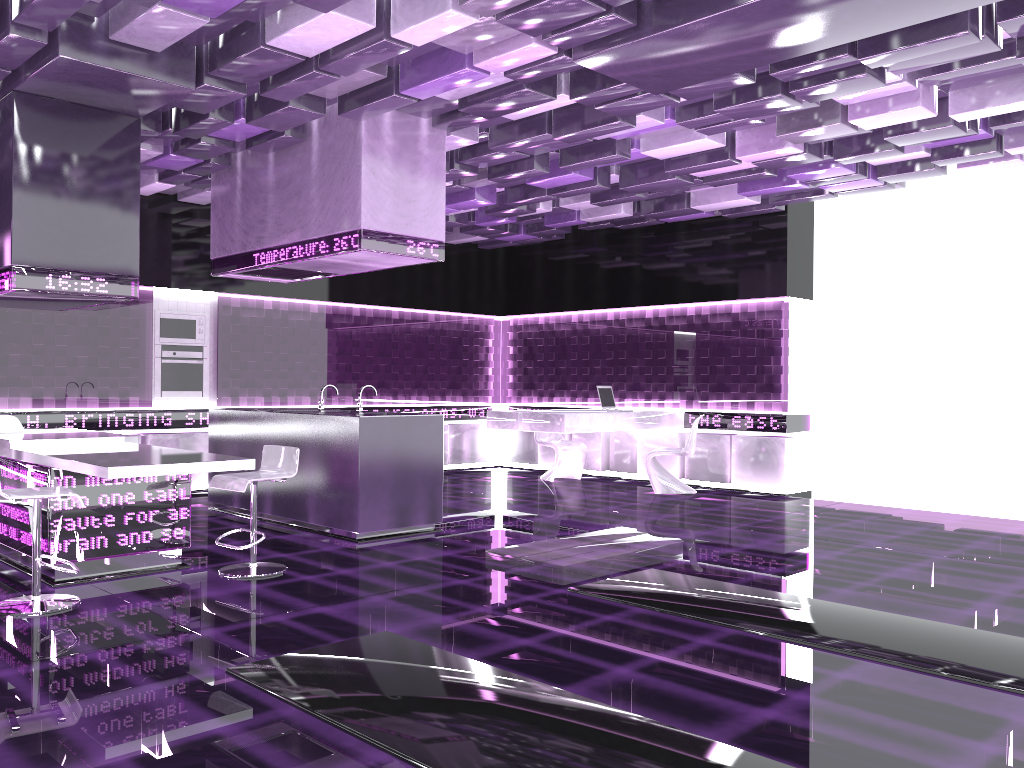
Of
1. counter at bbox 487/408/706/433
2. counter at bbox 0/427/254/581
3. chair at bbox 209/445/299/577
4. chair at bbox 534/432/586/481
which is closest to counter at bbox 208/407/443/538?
chair at bbox 209/445/299/577

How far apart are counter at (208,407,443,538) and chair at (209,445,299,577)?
0.86m

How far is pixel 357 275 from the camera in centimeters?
1076cm

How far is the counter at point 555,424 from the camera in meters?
9.0

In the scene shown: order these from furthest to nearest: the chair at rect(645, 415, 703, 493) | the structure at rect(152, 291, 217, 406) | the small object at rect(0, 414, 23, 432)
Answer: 1. the chair at rect(645, 415, 703, 493)
2. the structure at rect(152, 291, 217, 406)
3. the small object at rect(0, 414, 23, 432)

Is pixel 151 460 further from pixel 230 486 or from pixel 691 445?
pixel 691 445

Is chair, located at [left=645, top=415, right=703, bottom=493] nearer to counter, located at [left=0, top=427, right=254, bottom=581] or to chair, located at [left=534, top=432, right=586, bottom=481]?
chair, located at [left=534, top=432, right=586, bottom=481]

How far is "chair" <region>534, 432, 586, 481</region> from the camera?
10.6m

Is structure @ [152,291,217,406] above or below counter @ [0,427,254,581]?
above

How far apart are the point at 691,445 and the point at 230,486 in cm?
555
